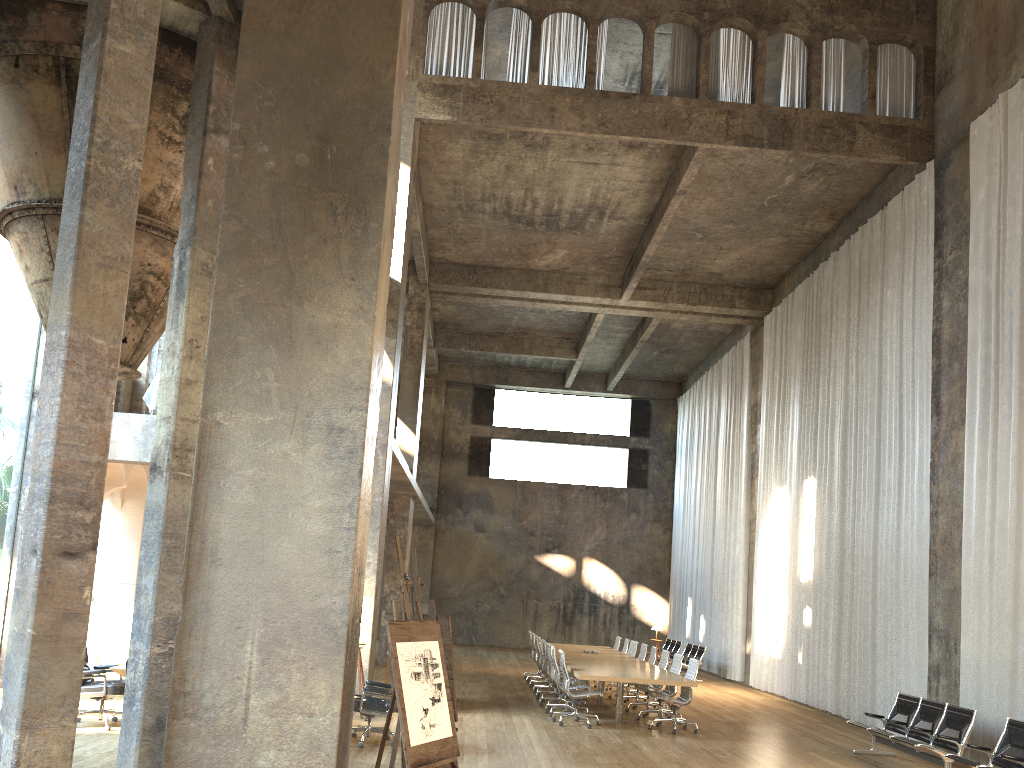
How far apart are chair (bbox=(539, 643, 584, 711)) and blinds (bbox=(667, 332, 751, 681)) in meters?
8.2

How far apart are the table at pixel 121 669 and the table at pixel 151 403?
5.4 meters

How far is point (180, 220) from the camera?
8.4m

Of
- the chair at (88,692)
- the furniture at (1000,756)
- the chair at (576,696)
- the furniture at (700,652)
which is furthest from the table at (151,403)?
the furniture at (700,652)

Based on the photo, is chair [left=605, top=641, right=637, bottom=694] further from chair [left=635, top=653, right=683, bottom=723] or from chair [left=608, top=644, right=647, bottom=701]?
chair [left=635, top=653, right=683, bottom=723]

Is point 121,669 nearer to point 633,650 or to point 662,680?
point 662,680

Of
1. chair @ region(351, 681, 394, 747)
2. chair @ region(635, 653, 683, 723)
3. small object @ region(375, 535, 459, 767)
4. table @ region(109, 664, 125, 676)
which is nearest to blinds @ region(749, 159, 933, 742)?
chair @ region(635, 653, 683, 723)

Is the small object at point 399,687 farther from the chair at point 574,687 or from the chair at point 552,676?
the chair at point 552,676

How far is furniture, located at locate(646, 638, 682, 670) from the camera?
23.0 meters

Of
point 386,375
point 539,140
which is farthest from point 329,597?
point 539,140
